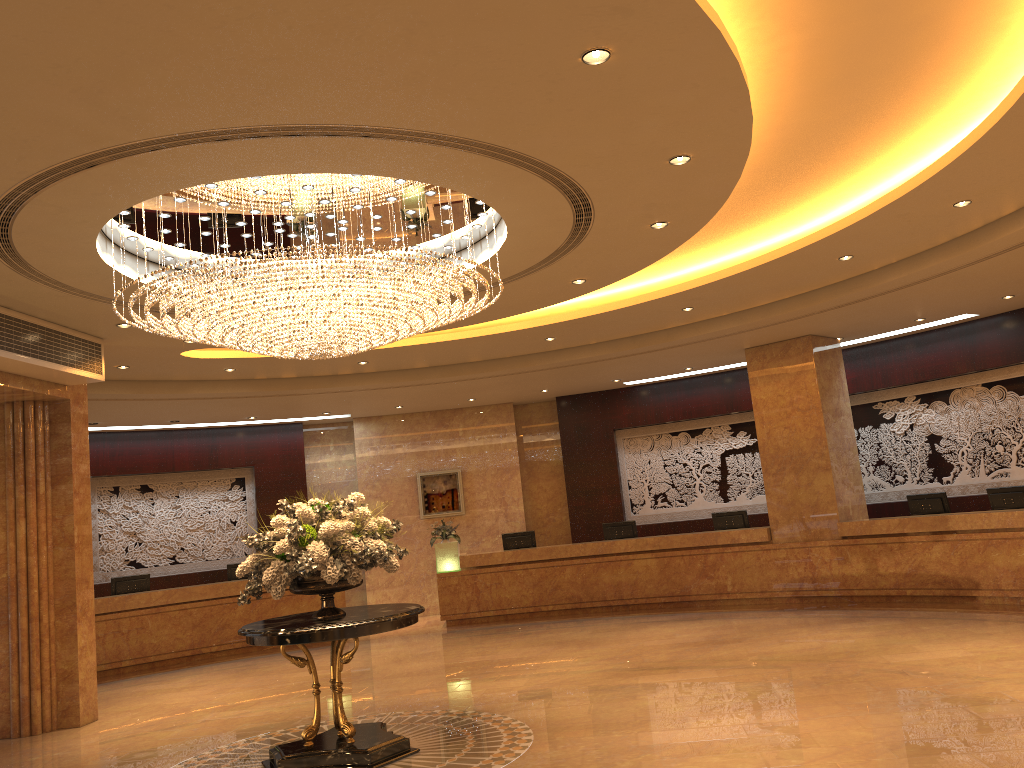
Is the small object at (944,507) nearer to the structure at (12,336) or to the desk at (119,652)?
the desk at (119,652)

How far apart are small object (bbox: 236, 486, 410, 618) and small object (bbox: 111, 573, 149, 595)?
8.0m

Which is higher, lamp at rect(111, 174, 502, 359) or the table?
lamp at rect(111, 174, 502, 359)

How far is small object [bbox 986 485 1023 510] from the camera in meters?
11.5 m

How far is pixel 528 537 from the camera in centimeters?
1572cm

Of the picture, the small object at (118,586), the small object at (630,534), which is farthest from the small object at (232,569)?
the small object at (630,534)

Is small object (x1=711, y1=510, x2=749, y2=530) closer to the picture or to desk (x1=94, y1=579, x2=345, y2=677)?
the picture

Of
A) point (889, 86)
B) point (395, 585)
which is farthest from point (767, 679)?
point (395, 585)

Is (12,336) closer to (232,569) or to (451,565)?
(232,569)

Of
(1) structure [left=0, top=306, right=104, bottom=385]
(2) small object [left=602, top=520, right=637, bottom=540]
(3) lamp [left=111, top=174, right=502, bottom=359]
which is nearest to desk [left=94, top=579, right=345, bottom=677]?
(2) small object [left=602, top=520, right=637, bottom=540]
